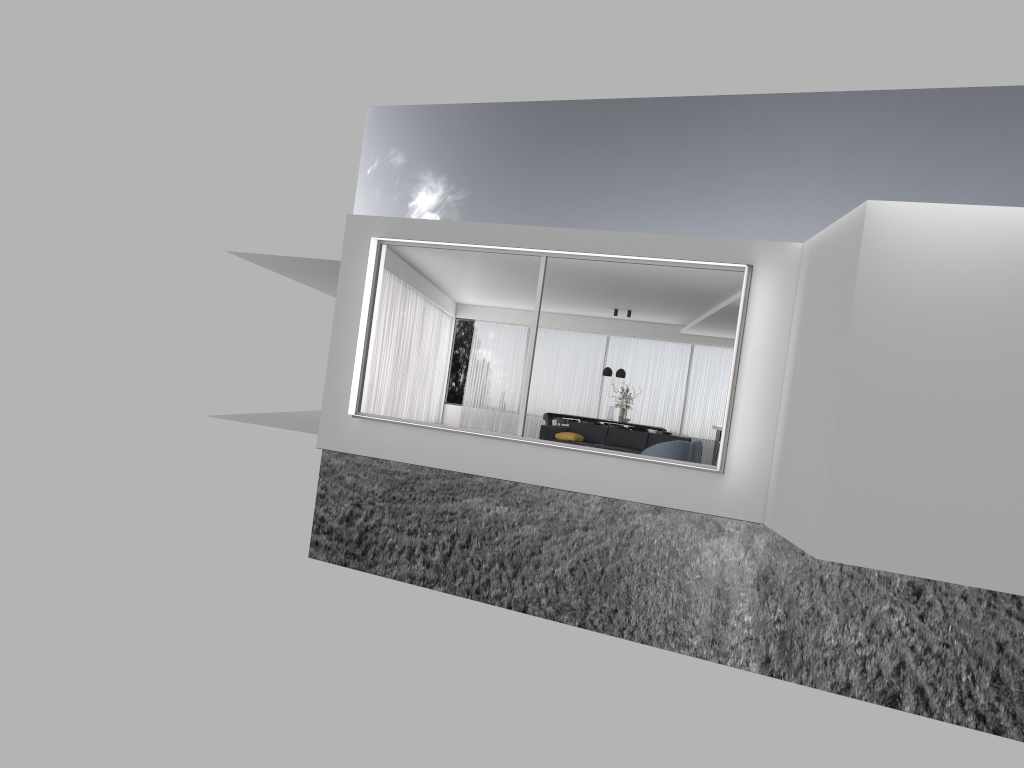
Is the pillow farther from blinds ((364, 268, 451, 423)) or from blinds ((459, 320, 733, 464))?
blinds ((459, 320, 733, 464))

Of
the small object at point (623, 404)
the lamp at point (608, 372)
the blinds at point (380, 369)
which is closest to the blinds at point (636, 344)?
the blinds at point (380, 369)

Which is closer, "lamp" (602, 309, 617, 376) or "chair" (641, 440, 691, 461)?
"chair" (641, 440, 691, 461)

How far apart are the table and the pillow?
4.2m

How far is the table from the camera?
19.3 meters

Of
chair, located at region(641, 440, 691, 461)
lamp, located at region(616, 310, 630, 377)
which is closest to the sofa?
chair, located at region(641, 440, 691, 461)

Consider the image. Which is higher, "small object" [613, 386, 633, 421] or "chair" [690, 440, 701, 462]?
"small object" [613, 386, 633, 421]

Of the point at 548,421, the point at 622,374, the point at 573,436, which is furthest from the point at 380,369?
the point at 622,374

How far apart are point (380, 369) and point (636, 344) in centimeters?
778cm

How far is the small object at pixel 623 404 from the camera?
18.84m
